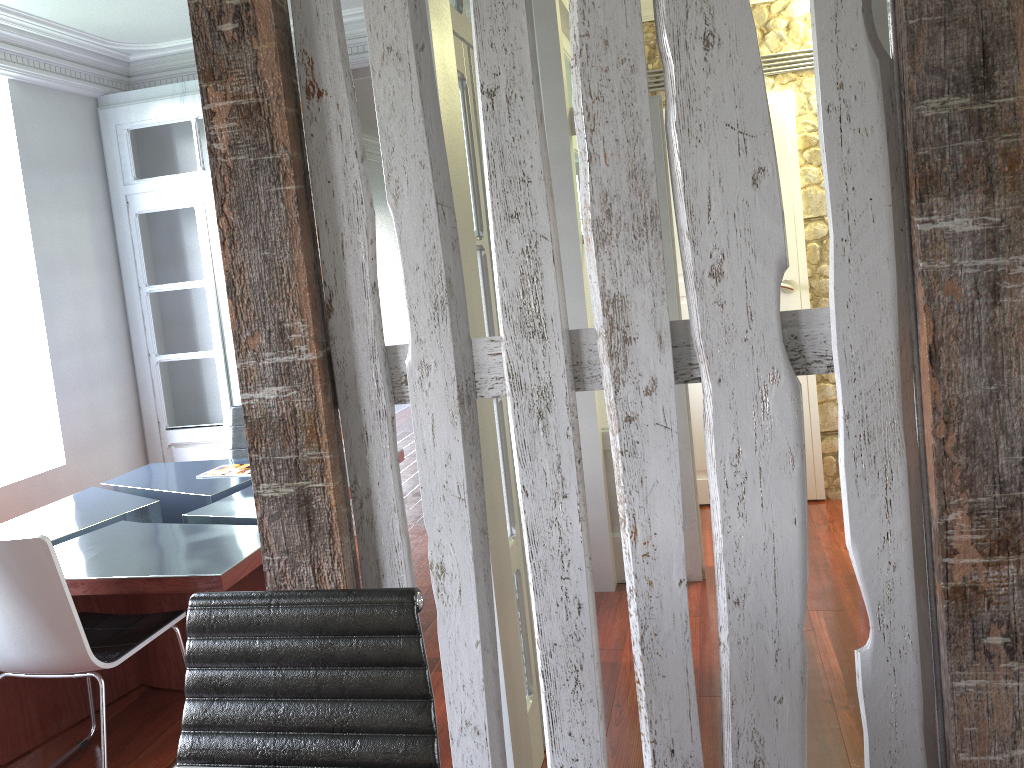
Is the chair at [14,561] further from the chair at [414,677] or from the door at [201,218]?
the door at [201,218]

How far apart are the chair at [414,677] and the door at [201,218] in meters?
4.0

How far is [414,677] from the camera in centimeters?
145cm

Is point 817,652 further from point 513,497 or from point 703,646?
point 513,497

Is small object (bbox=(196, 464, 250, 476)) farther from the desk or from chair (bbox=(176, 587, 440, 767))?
chair (bbox=(176, 587, 440, 767))

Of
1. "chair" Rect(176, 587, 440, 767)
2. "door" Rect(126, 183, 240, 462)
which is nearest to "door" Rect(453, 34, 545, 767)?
"chair" Rect(176, 587, 440, 767)

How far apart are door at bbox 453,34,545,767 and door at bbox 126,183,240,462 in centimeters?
315cm

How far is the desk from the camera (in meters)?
2.91

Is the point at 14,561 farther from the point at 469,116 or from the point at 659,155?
the point at 659,155

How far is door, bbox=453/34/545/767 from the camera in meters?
2.5
